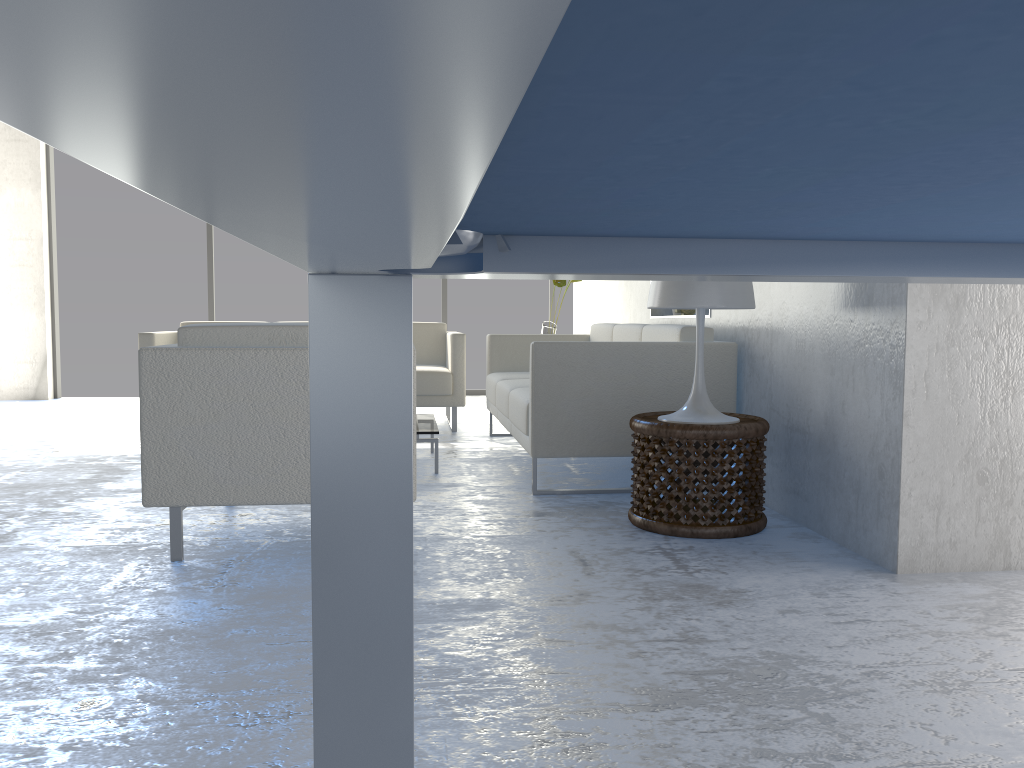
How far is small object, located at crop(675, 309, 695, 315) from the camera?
4.4m

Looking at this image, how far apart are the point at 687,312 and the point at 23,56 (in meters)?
4.40

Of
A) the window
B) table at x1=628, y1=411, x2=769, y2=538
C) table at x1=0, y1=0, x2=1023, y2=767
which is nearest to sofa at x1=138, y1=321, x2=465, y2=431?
the window

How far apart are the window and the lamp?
5.6 meters

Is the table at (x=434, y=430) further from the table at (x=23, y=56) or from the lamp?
the table at (x=23, y=56)

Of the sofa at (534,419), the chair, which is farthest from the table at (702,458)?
the chair

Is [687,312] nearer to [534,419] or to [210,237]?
[534,419]

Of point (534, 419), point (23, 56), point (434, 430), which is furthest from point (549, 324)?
point (23, 56)

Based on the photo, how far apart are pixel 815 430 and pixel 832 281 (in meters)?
1.94

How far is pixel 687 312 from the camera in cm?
443
